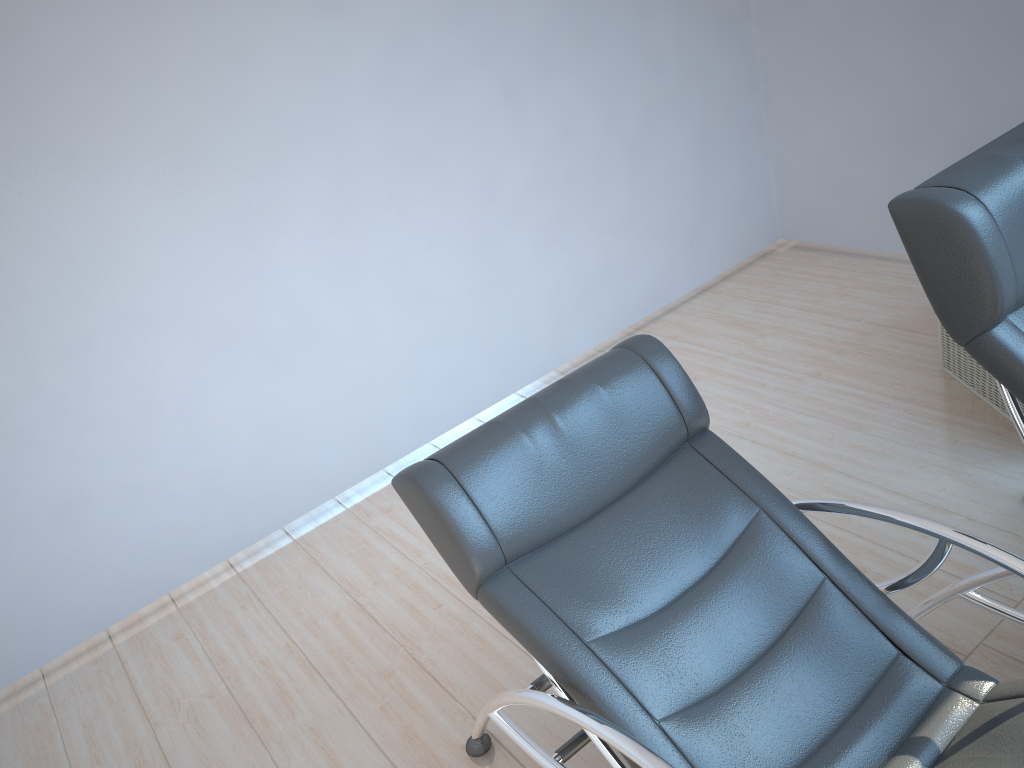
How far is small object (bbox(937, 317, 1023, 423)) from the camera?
3.2 meters

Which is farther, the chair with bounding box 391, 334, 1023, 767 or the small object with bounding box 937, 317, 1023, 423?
the small object with bounding box 937, 317, 1023, 423

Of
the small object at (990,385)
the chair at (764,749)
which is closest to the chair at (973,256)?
the chair at (764,749)

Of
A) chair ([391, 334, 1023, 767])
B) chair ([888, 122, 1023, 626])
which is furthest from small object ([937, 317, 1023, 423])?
chair ([391, 334, 1023, 767])

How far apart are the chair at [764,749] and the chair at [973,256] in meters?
0.2

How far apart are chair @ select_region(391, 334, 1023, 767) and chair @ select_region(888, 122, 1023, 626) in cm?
24

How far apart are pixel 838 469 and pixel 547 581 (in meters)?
1.61

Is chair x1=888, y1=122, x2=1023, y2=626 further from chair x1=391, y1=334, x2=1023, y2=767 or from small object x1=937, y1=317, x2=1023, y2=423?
small object x1=937, y1=317, x2=1023, y2=423

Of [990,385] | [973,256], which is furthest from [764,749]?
[990,385]

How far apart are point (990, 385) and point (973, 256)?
1.7m
